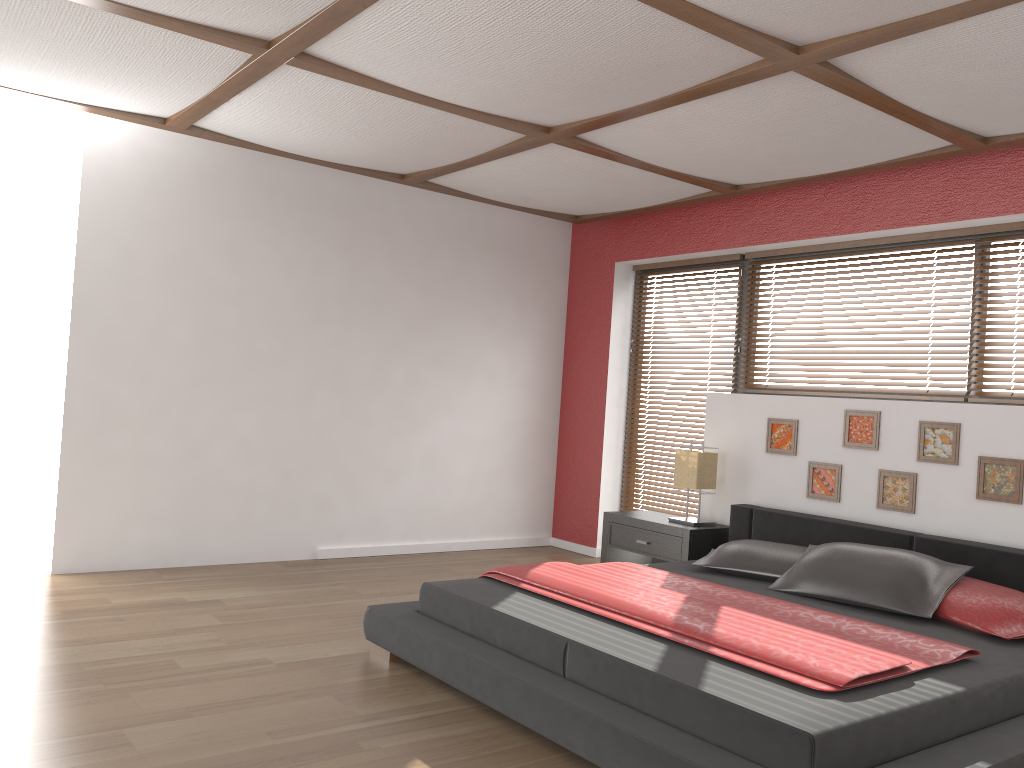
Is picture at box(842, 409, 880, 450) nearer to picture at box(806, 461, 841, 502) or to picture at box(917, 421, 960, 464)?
picture at box(806, 461, 841, 502)

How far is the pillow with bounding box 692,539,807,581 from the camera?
4.1m

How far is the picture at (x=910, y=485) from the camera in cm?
437

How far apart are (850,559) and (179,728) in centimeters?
272cm

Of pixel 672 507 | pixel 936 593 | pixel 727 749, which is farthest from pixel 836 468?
pixel 727 749

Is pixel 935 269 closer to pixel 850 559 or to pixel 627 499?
pixel 850 559

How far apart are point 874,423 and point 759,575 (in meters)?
1.08

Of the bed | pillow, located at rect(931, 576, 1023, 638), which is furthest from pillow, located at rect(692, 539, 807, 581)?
pillow, located at rect(931, 576, 1023, 638)

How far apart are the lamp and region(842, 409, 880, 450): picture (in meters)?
0.77

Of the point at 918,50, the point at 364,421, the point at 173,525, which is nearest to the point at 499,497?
the point at 364,421
